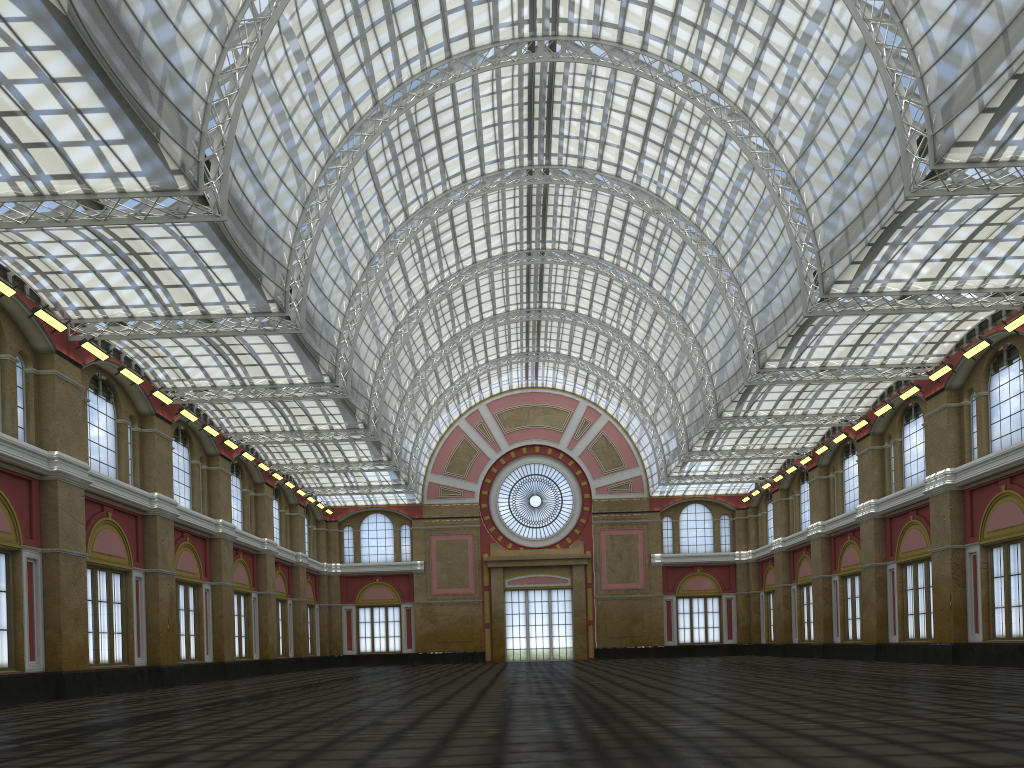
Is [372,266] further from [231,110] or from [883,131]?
[883,131]
